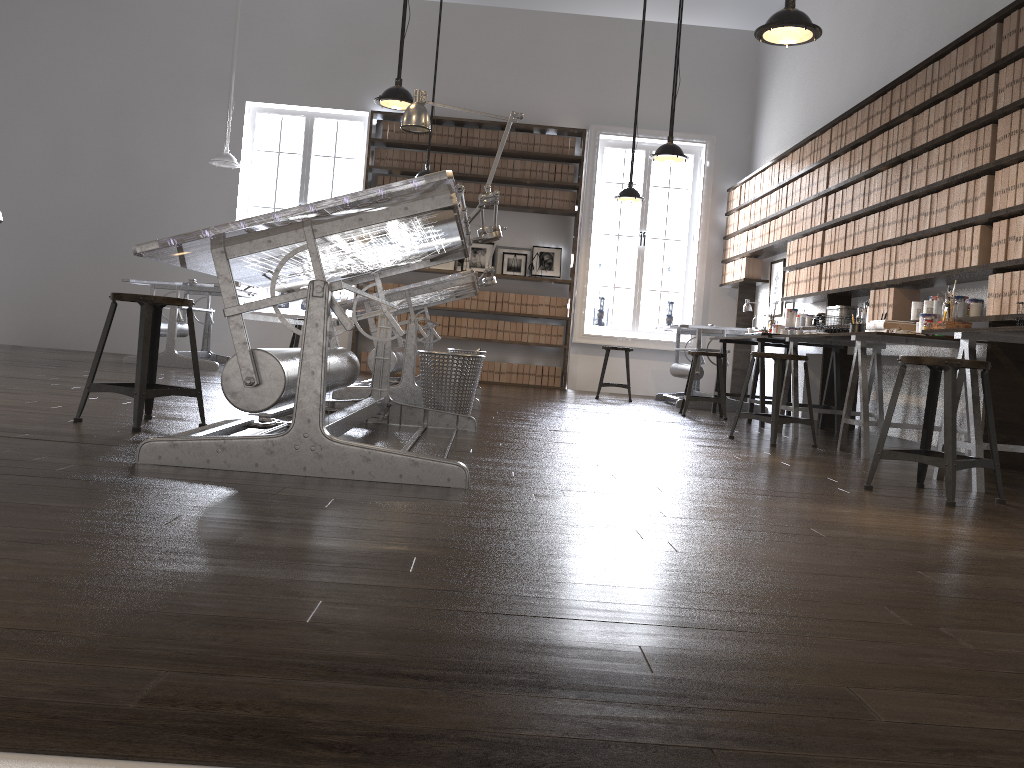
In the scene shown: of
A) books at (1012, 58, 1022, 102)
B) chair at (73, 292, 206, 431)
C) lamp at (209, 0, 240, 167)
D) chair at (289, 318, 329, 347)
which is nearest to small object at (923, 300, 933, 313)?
books at (1012, 58, 1022, 102)

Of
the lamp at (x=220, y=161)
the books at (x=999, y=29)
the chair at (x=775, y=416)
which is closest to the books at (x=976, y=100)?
the books at (x=999, y=29)

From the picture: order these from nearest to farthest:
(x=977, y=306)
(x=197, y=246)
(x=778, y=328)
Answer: (x=197, y=246) < (x=977, y=306) < (x=778, y=328)

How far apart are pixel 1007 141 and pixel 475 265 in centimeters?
640cm

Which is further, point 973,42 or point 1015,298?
point 973,42

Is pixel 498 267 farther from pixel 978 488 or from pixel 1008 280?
pixel 978 488

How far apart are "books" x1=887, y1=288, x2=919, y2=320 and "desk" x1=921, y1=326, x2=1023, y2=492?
2.03m

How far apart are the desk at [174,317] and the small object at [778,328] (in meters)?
4.96

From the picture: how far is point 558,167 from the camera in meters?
10.1 m

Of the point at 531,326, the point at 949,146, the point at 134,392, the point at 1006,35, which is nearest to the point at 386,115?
the point at 531,326
